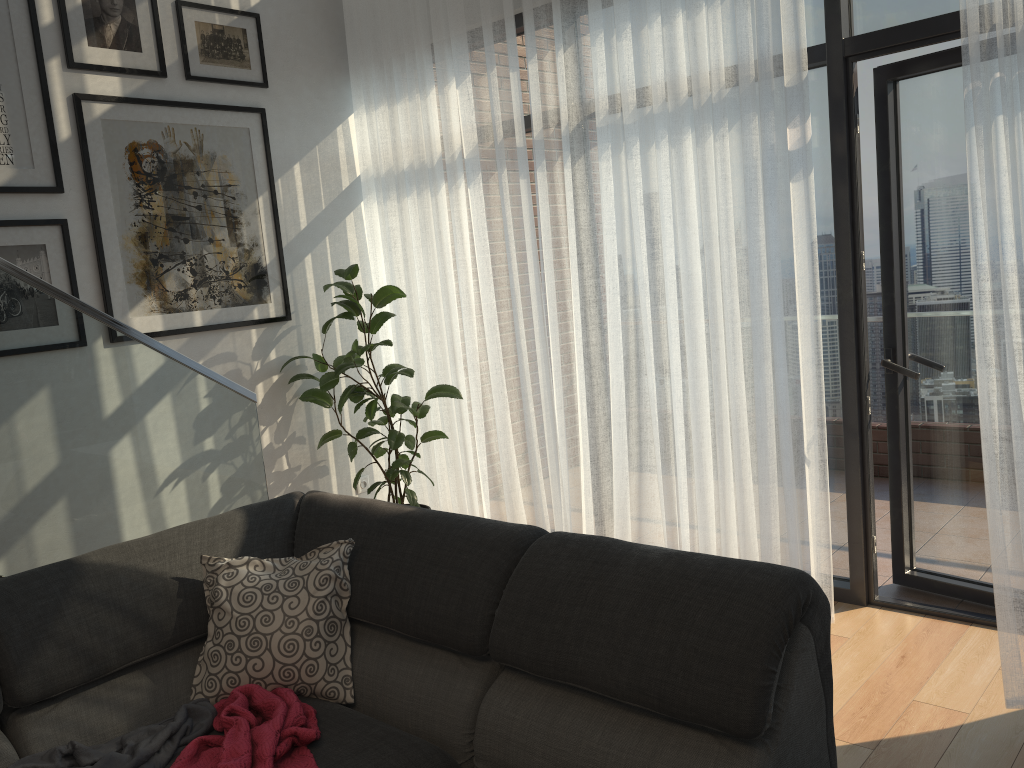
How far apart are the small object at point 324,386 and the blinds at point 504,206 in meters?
0.0

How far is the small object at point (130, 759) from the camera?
1.9 meters

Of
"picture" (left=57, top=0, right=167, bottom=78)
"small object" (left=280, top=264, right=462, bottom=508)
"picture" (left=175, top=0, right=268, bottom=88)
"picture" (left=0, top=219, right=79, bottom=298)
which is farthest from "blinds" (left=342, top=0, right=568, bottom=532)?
"picture" (left=0, top=219, right=79, bottom=298)

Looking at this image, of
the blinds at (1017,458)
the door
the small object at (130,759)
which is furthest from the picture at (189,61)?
the blinds at (1017,458)

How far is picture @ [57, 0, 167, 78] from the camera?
3.5m

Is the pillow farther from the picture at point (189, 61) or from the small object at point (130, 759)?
the picture at point (189, 61)

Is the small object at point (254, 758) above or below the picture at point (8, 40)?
below

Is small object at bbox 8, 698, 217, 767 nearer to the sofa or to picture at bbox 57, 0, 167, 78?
the sofa

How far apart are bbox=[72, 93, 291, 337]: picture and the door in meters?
2.6 m

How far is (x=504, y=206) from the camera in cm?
387
